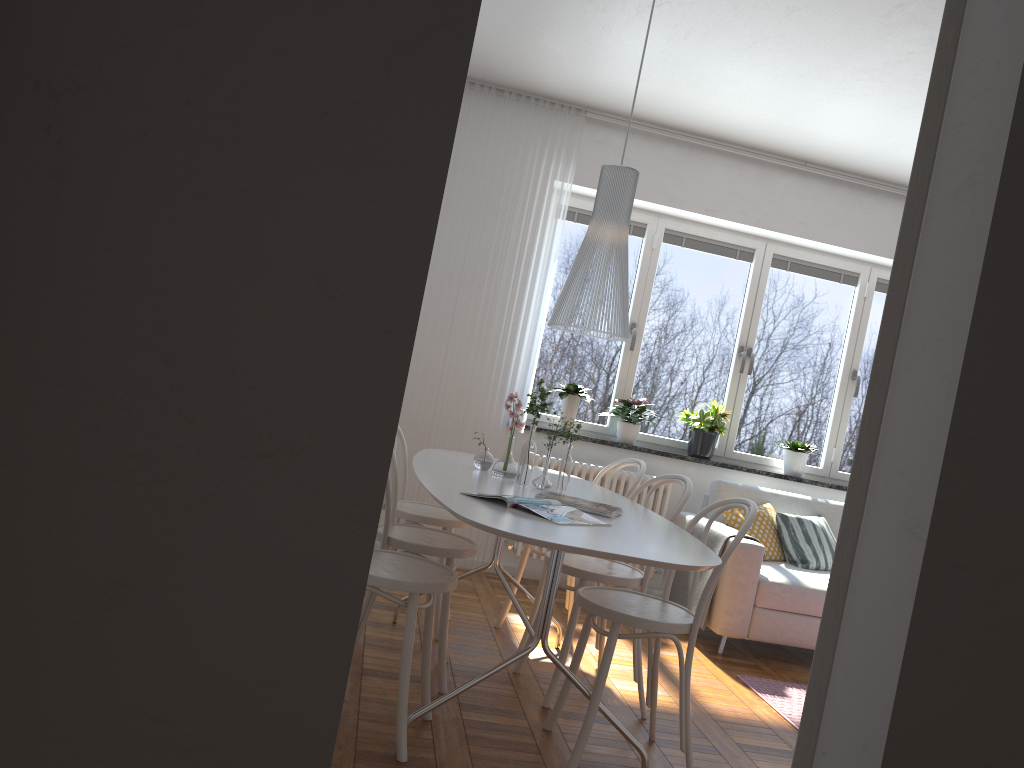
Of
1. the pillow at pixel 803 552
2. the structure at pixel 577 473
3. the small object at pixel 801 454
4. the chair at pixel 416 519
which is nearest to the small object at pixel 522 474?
the chair at pixel 416 519

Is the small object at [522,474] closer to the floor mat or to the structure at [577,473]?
the floor mat

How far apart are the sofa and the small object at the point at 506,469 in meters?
1.5

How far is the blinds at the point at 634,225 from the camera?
5.8m

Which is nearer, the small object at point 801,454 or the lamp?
the lamp

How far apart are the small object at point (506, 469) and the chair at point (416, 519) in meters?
0.4 m

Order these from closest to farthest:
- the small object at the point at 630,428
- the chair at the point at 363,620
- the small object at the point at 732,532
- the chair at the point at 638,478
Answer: the chair at the point at 363,620 < the chair at the point at 638,478 < the small object at the point at 732,532 < the small object at the point at 630,428

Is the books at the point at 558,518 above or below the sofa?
above

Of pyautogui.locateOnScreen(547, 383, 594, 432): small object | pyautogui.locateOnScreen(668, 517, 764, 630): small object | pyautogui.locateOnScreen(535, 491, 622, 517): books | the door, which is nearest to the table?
pyautogui.locateOnScreen(535, 491, 622, 517): books

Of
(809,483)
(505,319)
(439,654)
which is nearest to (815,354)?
(809,483)
